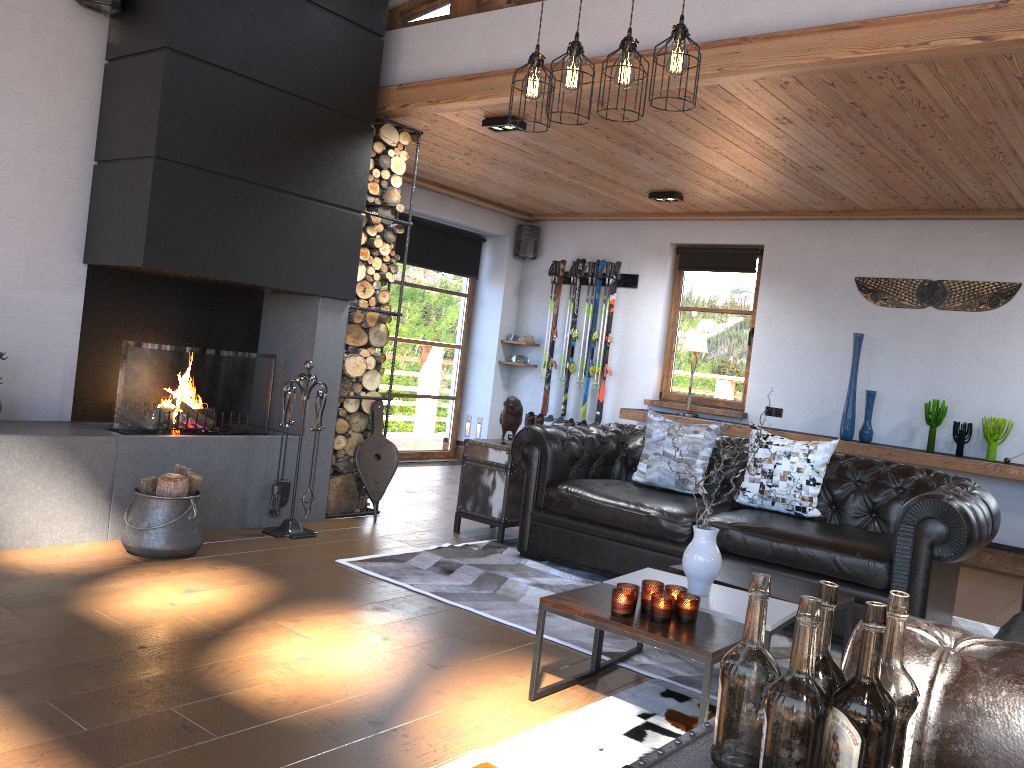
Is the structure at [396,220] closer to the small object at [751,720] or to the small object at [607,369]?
the small object at [607,369]

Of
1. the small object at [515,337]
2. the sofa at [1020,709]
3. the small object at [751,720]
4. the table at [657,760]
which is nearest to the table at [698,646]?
the sofa at [1020,709]

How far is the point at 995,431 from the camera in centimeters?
652cm

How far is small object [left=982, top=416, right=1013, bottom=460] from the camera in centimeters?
652cm

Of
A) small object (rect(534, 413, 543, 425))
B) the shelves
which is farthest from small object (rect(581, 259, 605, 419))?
the shelves

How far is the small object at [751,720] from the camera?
1.27m

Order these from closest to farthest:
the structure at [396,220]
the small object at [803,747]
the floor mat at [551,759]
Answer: the small object at [803,747] < the floor mat at [551,759] < the structure at [396,220]

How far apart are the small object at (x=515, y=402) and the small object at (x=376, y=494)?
0.8 meters

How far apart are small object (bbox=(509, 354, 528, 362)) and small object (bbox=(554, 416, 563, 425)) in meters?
0.8

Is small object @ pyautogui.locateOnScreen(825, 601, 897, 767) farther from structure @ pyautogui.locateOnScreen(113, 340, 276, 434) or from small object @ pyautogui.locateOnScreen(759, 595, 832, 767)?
structure @ pyautogui.locateOnScreen(113, 340, 276, 434)
